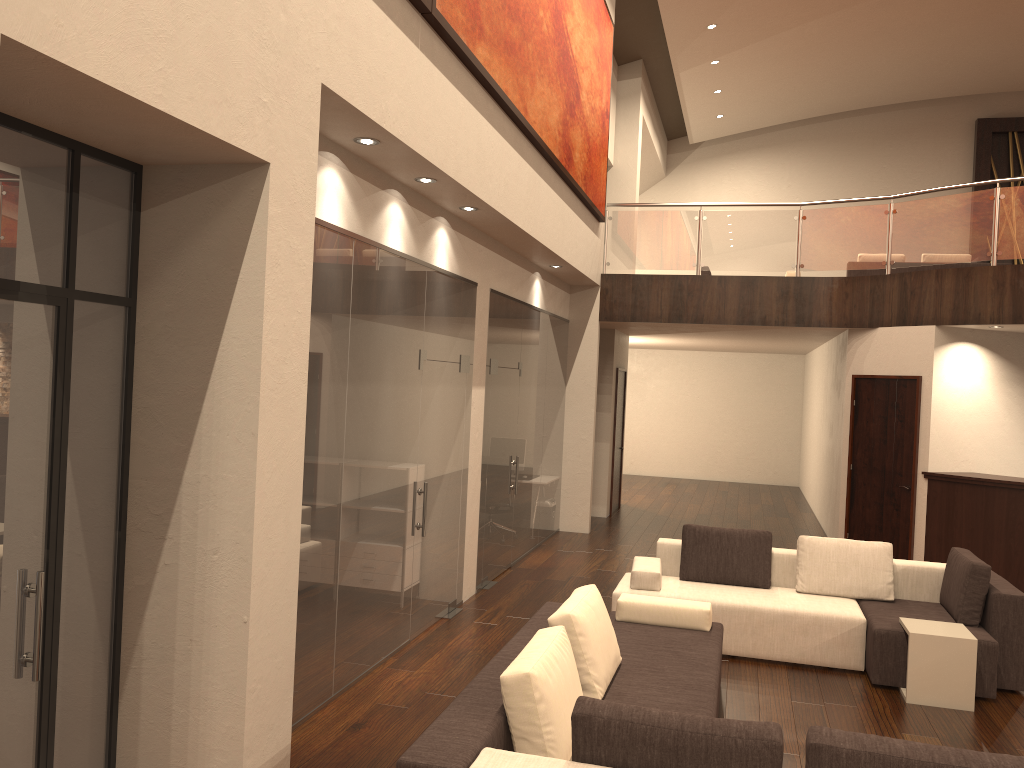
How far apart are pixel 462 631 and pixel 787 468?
13.49m

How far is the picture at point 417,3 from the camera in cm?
494

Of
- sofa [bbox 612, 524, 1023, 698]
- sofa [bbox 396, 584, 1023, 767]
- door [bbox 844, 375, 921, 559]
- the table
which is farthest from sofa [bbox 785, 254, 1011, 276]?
sofa [bbox 396, 584, 1023, 767]

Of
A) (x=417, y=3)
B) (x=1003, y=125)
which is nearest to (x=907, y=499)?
(x=417, y=3)

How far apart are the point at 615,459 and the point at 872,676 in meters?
7.8 m

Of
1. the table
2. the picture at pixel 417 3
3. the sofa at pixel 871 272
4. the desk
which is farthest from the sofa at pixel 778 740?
the sofa at pixel 871 272

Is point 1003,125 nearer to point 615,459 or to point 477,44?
point 615,459

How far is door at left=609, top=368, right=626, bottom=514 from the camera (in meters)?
13.73

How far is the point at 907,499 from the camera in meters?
10.1 m

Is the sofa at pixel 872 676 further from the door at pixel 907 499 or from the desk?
the door at pixel 907 499
